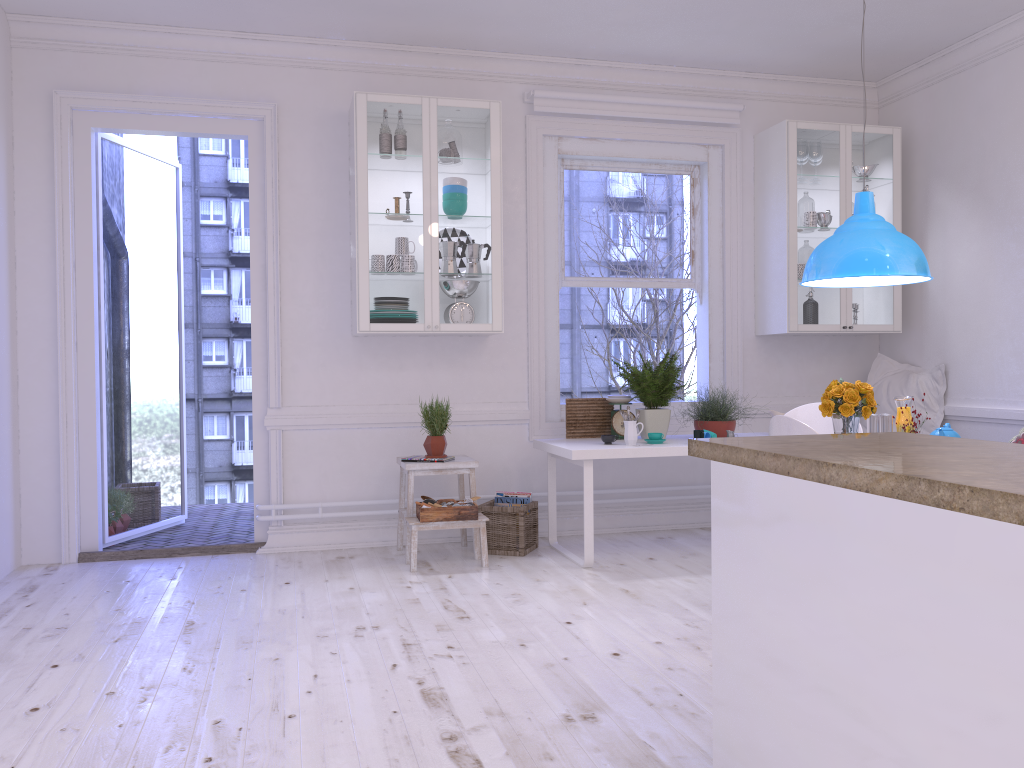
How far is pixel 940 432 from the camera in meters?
3.7 m

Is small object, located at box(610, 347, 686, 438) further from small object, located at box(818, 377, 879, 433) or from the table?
small object, located at box(818, 377, 879, 433)

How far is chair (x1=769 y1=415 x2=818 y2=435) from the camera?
3.31m

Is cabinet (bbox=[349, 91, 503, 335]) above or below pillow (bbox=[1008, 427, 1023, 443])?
above

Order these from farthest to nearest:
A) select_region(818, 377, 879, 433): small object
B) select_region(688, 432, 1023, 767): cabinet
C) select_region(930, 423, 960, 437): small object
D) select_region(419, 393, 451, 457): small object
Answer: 1. select_region(419, 393, 451, 457): small object
2. select_region(818, 377, 879, 433): small object
3. select_region(930, 423, 960, 437): small object
4. select_region(688, 432, 1023, 767): cabinet

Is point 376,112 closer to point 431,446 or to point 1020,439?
point 431,446

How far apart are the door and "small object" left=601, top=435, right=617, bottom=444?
2.0m

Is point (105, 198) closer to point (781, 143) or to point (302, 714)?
point (302, 714)

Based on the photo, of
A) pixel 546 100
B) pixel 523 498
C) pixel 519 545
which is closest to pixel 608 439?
pixel 523 498

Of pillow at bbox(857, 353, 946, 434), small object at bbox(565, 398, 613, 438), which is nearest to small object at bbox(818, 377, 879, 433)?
small object at bbox(565, 398, 613, 438)
